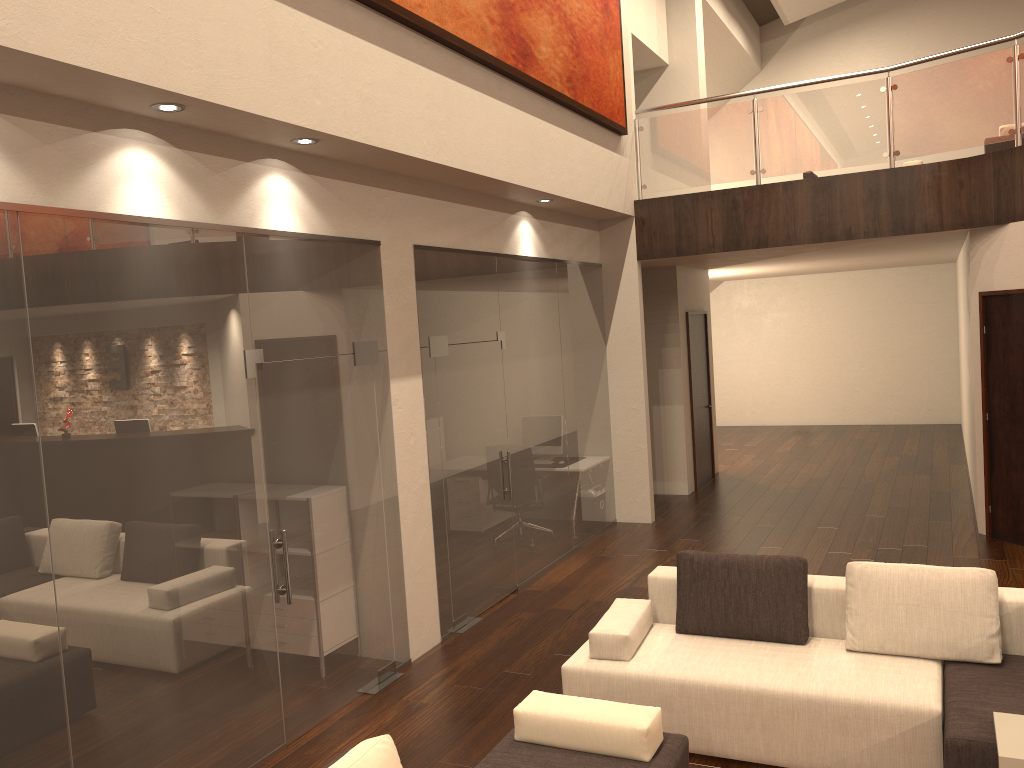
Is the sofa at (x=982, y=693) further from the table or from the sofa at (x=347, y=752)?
the sofa at (x=347, y=752)

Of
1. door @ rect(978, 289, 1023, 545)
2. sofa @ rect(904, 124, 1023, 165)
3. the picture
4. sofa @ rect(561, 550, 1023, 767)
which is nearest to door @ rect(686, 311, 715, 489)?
the picture

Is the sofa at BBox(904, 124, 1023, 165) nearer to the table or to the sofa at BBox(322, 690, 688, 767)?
the table

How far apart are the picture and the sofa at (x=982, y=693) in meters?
3.5

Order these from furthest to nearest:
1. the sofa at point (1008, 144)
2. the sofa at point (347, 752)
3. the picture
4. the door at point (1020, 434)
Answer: the sofa at point (1008, 144) → the door at point (1020, 434) → the picture → the sofa at point (347, 752)

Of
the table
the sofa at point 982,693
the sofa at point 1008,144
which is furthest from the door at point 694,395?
the table

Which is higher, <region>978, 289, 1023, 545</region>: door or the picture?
the picture

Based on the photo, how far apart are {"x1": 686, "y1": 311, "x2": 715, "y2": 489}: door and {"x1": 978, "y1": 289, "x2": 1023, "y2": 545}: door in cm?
367

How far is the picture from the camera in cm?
567

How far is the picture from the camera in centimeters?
567cm
